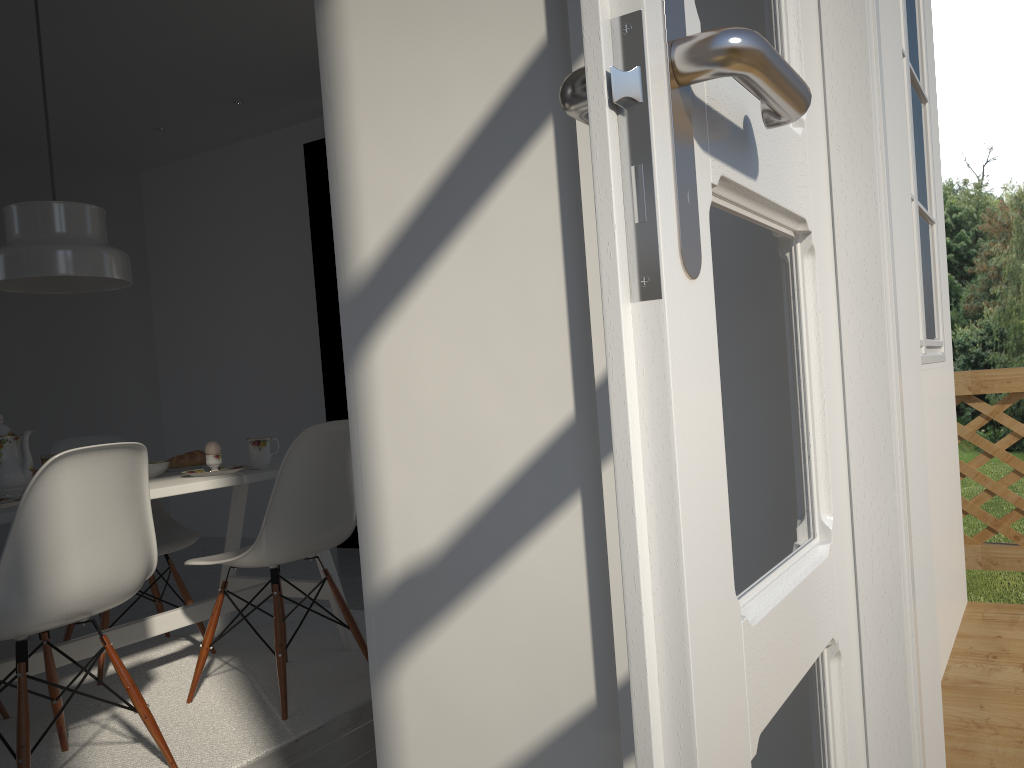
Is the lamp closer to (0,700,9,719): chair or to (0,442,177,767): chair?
(0,442,177,767): chair

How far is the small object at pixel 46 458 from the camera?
2.74m

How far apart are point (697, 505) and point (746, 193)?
0.3 meters

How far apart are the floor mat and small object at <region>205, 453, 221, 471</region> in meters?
0.7

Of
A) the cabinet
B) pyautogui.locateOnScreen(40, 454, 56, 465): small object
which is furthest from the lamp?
the cabinet

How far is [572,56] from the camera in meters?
1.3

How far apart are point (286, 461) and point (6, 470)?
0.7 meters

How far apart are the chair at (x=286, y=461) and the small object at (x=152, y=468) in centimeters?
33cm

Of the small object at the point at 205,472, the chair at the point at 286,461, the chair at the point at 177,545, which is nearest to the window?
the chair at the point at 286,461

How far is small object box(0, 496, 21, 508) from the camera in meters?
2.1
